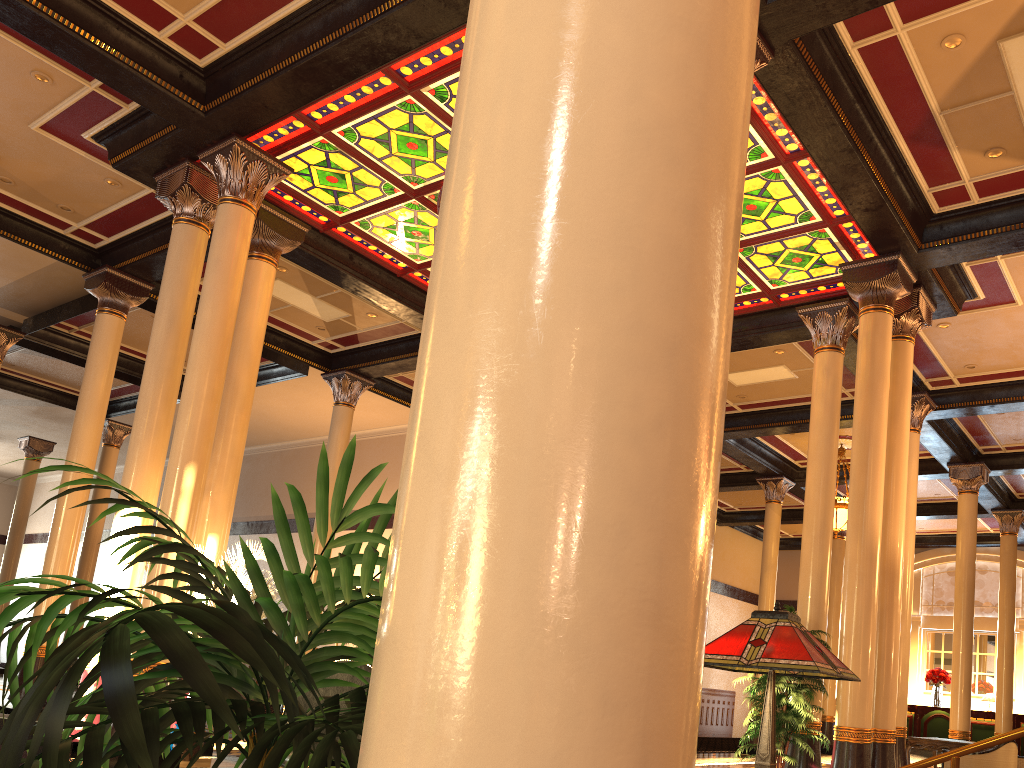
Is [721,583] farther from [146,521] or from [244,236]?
[244,236]

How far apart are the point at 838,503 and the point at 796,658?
15.0m

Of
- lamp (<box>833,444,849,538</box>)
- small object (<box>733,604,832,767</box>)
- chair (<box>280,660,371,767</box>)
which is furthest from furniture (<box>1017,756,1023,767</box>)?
chair (<box>280,660,371,767</box>)

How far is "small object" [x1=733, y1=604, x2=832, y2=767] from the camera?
8.4m

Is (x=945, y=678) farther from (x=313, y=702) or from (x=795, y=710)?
(x=313, y=702)

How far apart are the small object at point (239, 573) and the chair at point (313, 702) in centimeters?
473cm

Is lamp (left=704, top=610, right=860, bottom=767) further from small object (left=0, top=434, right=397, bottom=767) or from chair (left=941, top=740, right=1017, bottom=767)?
chair (left=941, top=740, right=1017, bottom=767)

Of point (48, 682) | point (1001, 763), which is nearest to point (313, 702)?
point (48, 682)

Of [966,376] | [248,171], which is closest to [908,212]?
[966,376]

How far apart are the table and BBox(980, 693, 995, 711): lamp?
8.31m
